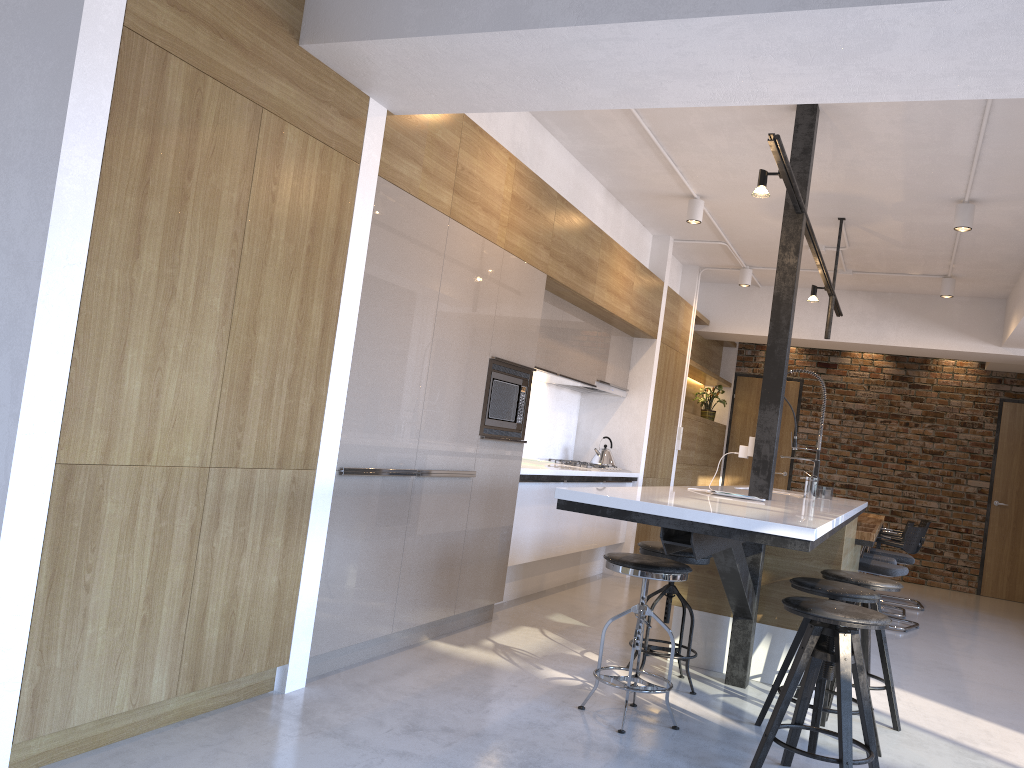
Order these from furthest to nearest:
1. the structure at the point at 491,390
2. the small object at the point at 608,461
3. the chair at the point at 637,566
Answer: the small object at the point at 608,461 < the structure at the point at 491,390 < the chair at the point at 637,566

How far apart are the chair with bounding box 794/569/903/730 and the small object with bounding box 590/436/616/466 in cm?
319

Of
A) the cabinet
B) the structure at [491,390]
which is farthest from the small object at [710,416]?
the structure at [491,390]

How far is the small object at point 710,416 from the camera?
10.13m

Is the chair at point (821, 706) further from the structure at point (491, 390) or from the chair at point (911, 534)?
the chair at point (911, 534)

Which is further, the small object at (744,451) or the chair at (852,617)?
the small object at (744,451)

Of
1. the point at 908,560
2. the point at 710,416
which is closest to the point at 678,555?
the point at 908,560

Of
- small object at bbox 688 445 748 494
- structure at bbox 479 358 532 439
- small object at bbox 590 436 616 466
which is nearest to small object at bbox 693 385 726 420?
small object at bbox 590 436 616 466

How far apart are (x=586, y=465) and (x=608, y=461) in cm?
53

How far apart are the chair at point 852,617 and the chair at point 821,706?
0.2m
